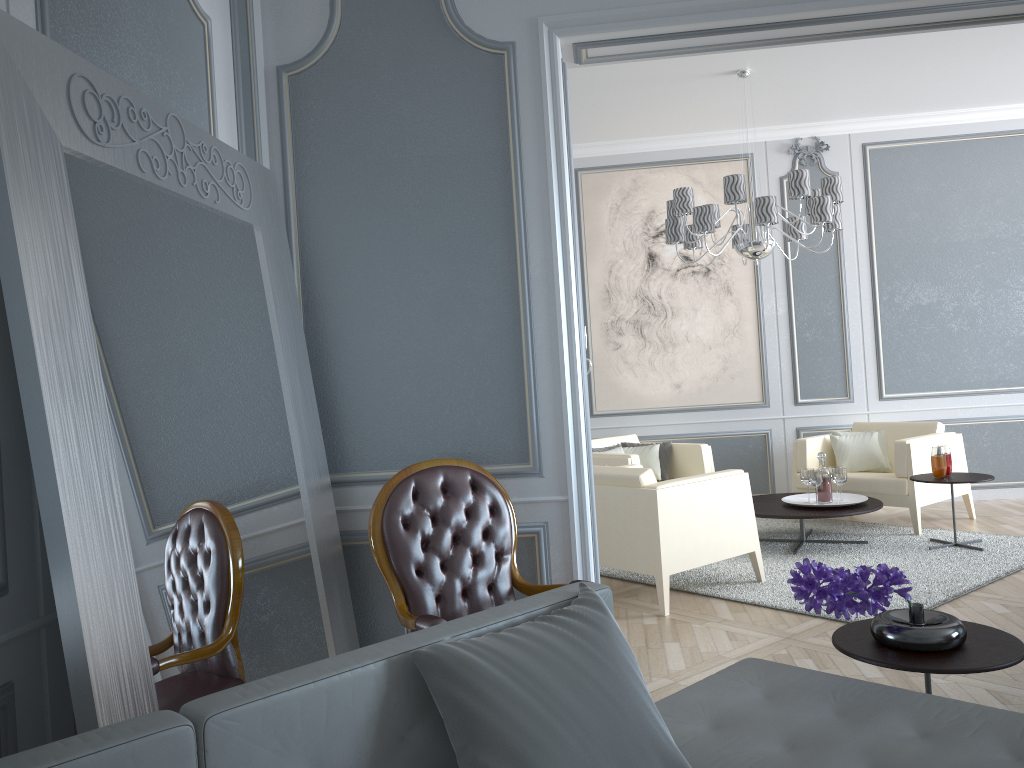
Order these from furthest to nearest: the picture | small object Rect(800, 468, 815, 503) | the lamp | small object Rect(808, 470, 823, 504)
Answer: the picture → small object Rect(800, 468, 815, 503) → small object Rect(808, 470, 823, 504) → the lamp

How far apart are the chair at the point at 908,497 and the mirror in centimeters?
367cm

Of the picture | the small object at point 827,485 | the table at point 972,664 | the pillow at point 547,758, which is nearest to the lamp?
the picture

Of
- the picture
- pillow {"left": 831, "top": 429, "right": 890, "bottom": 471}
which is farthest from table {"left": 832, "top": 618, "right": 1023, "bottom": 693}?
the picture

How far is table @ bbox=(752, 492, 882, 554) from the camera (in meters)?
4.76

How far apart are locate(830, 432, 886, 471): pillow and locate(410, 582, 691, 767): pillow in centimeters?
460cm

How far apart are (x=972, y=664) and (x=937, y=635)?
0.1m

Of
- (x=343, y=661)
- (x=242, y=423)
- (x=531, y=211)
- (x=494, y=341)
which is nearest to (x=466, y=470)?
(x=494, y=341)

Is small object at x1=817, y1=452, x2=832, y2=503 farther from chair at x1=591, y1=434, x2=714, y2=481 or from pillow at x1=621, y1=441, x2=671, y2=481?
pillow at x1=621, y1=441, x2=671, y2=481

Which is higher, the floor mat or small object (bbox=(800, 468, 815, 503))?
small object (bbox=(800, 468, 815, 503))
